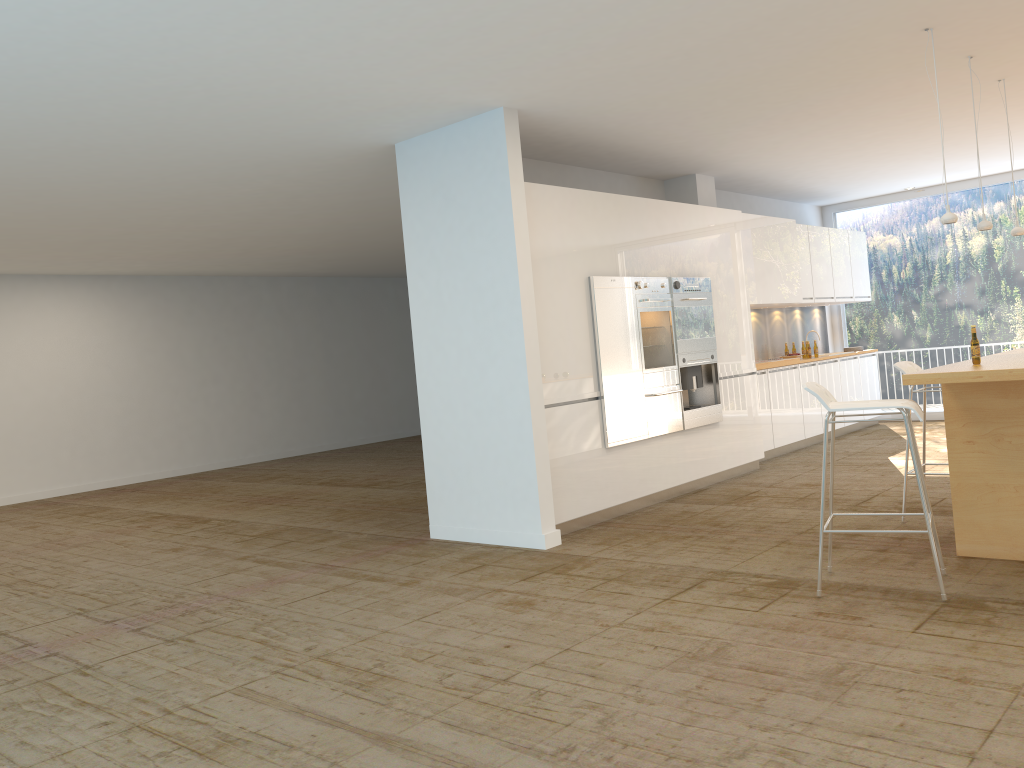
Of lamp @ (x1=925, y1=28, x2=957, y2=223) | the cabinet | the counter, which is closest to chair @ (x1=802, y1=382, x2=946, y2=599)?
the counter

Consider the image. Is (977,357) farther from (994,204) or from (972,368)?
(994,204)

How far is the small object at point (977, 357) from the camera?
4.69m

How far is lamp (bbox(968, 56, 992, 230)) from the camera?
5.7m

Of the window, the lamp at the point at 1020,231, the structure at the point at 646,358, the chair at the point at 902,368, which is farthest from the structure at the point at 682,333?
the window

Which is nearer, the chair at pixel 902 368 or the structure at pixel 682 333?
the chair at pixel 902 368

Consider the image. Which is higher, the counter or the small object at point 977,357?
the small object at point 977,357

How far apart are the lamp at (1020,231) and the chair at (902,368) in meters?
1.4

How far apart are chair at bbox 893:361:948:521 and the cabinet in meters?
2.1

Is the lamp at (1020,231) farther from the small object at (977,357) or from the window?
the window
